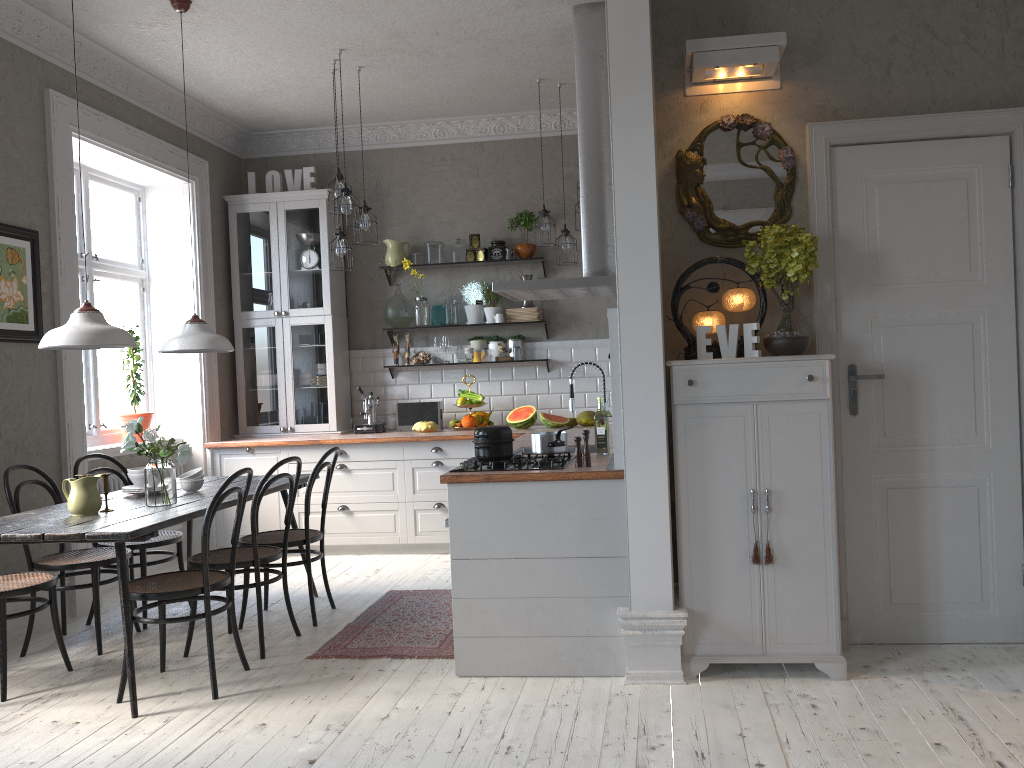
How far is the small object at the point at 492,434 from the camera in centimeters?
386cm

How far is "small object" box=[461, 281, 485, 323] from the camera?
7.0 meters

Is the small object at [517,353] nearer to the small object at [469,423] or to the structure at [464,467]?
the small object at [469,423]

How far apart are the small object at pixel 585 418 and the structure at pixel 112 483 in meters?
3.0 m

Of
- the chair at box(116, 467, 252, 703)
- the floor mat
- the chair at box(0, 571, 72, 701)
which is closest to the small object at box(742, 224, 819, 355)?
the floor mat

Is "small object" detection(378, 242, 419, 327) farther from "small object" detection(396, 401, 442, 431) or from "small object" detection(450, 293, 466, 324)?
"small object" detection(396, 401, 442, 431)

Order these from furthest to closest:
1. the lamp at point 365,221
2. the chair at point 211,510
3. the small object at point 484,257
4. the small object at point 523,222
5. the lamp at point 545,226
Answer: the small object at point 484,257 < the small object at point 523,222 < the lamp at point 545,226 < the lamp at point 365,221 < the chair at point 211,510

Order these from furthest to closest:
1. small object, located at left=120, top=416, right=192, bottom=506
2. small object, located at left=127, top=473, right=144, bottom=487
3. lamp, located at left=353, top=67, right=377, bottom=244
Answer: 1. lamp, located at left=353, top=67, right=377, bottom=244
2. small object, located at left=127, top=473, right=144, bottom=487
3. small object, located at left=120, top=416, right=192, bottom=506

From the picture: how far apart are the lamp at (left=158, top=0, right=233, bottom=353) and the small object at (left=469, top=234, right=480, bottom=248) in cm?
267

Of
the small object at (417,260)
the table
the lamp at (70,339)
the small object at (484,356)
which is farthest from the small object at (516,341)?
the lamp at (70,339)
